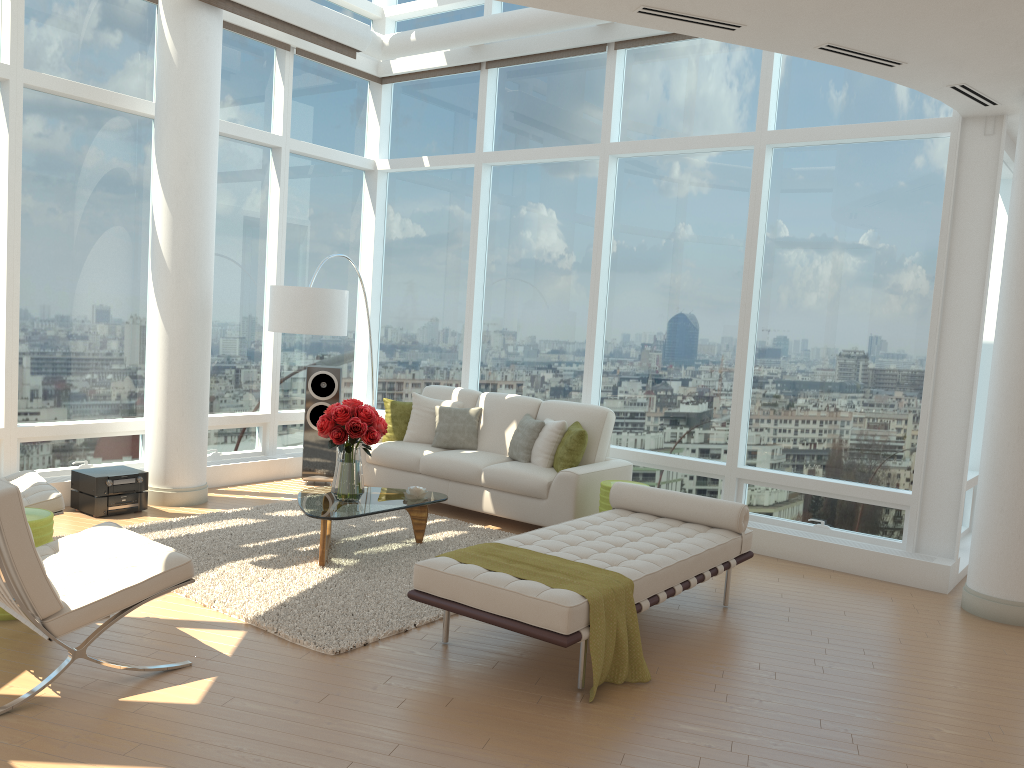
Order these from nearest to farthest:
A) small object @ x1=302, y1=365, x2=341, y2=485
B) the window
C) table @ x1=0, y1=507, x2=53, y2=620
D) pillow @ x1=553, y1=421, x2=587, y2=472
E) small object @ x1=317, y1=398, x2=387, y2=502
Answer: table @ x1=0, y1=507, x2=53, y2=620
small object @ x1=317, y1=398, x2=387, y2=502
the window
pillow @ x1=553, y1=421, x2=587, y2=472
small object @ x1=302, y1=365, x2=341, y2=485

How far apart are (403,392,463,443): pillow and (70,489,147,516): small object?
2.34m

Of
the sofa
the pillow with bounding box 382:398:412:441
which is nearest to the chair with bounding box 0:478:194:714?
the sofa

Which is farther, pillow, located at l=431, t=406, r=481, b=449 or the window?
pillow, located at l=431, t=406, r=481, b=449

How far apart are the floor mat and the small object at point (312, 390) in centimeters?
98cm

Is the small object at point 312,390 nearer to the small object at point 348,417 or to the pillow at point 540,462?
the pillow at point 540,462

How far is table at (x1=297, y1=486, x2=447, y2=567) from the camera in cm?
580

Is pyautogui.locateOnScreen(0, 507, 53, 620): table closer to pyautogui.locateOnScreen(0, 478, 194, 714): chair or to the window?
pyautogui.locateOnScreen(0, 478, 194, 714): chair

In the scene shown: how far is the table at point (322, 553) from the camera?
5.80m

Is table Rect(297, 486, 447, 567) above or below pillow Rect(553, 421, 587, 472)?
below
